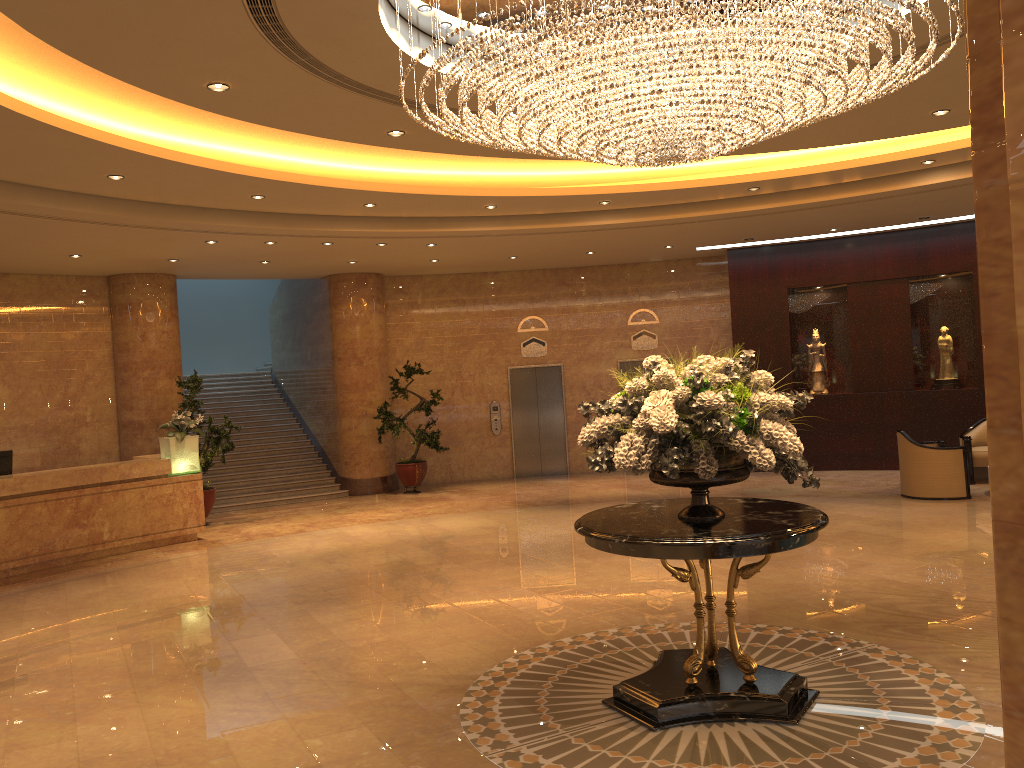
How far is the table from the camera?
4.7 meters

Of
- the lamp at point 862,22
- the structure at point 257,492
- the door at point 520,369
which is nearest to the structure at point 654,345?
the door at point 520,369

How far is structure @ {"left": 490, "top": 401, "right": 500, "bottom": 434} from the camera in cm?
1697

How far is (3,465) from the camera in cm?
1083

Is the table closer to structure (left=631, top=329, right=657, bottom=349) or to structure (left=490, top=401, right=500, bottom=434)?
structure (left=490, top=401, right=500, bottom=434)

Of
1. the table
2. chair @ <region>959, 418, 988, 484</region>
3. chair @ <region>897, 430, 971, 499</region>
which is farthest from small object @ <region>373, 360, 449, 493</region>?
the table

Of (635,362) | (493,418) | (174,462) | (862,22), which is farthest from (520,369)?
(862,22)

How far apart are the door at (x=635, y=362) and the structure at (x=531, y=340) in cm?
151

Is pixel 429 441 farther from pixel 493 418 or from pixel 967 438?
pixel 967 438

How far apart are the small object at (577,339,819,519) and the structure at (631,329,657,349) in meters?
11.4 m
